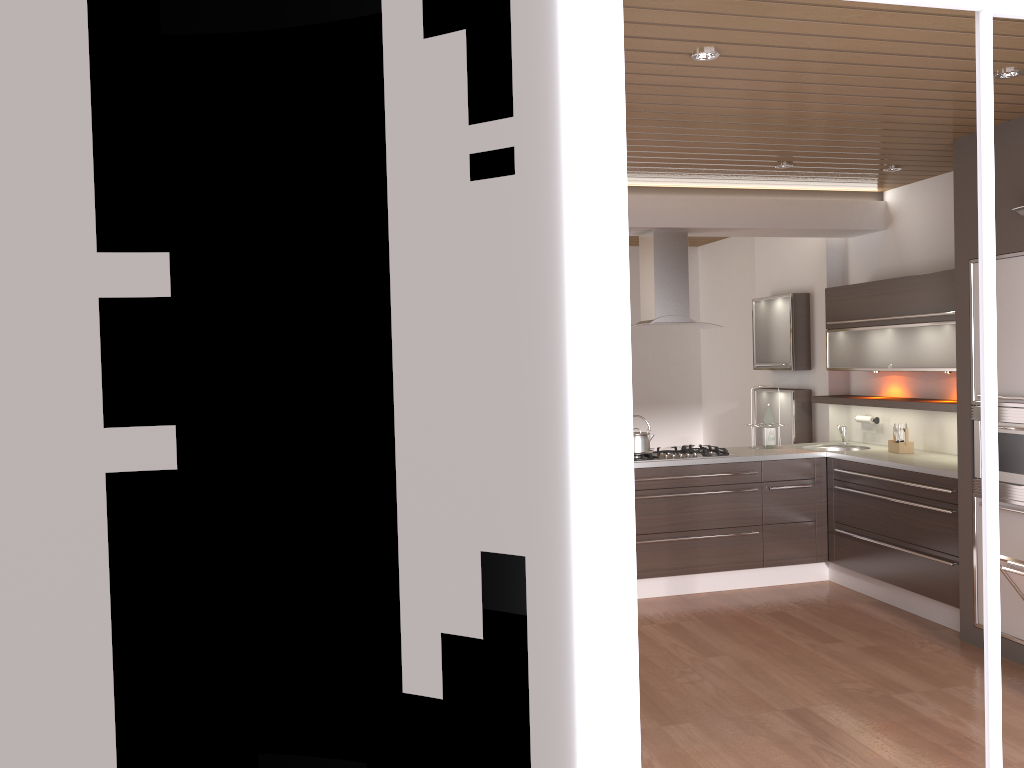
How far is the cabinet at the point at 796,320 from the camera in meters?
6.9 m

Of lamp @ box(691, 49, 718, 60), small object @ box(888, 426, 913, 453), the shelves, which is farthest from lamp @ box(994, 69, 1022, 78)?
small object @ box(888, 426, 913, 453)

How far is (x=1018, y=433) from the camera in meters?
4.4

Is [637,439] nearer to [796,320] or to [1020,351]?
[796,320]

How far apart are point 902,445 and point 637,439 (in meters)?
1.73

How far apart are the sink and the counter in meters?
0.2 m

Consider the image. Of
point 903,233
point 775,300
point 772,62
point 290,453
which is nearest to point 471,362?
point 290,453

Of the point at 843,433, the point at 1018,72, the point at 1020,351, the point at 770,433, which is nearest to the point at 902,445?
the point at 843,433

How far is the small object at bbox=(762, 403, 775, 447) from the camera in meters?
6.3 m

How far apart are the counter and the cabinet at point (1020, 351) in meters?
0.2
